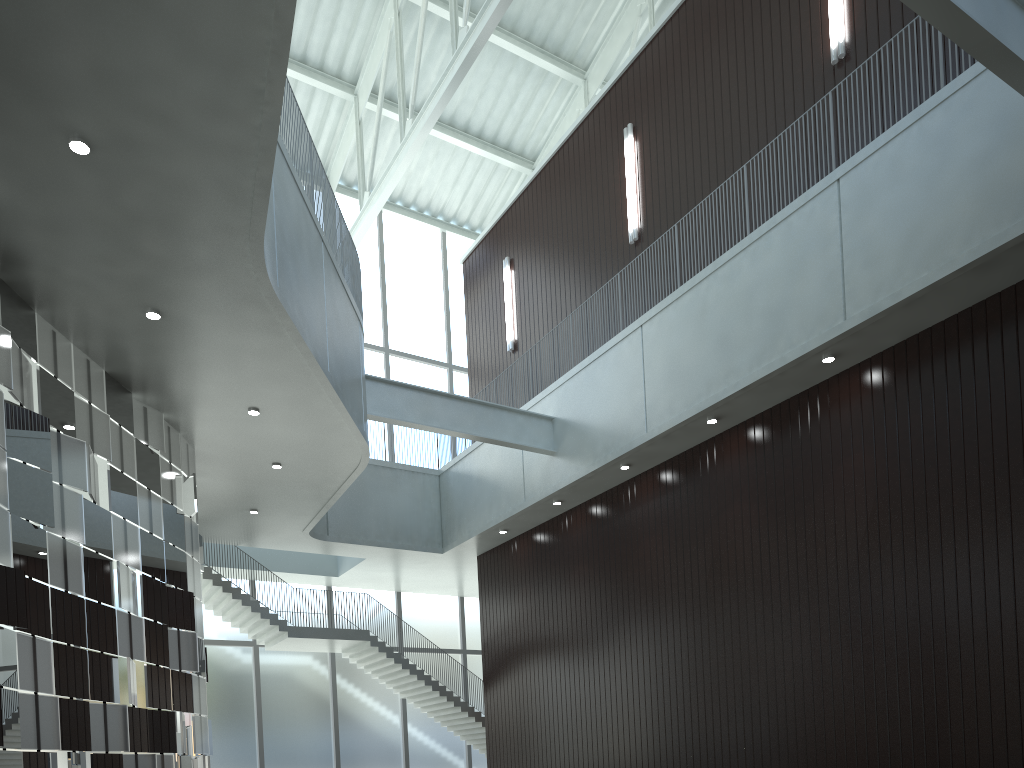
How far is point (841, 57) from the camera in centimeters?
4998cm

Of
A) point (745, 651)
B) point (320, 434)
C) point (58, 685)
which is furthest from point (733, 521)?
point (58, 685)
